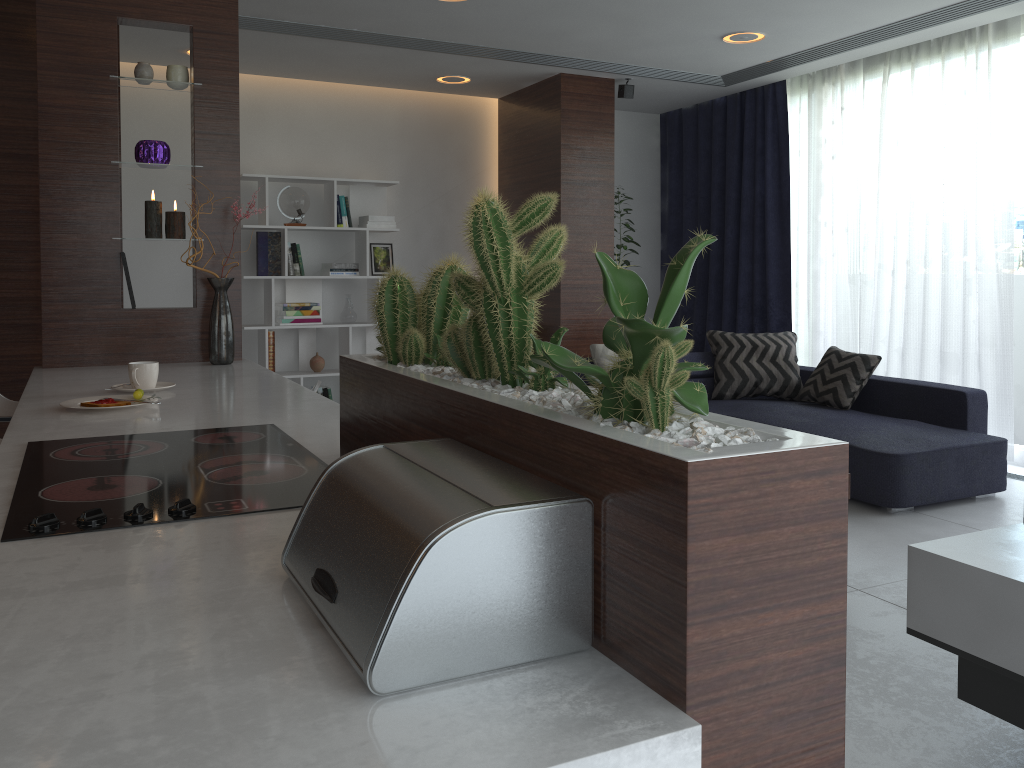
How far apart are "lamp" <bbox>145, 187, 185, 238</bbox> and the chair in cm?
82

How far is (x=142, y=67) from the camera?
3.4m

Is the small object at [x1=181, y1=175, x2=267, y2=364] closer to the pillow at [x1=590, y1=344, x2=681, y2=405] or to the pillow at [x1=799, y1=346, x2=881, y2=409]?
the pillow at [x1=590, y1=344, x2=681, y2=405]

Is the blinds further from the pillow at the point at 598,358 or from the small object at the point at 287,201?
the small object at the point at 287,201

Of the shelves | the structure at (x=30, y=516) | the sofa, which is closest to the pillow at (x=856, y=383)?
the sofa

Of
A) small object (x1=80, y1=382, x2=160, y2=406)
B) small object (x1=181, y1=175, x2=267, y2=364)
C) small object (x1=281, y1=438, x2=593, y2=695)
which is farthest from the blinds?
small object (x1=281, y1=438, x2=593, y2=695)

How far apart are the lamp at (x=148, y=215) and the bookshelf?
2.72m

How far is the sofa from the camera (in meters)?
4.15

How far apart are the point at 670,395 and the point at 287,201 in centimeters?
583cm

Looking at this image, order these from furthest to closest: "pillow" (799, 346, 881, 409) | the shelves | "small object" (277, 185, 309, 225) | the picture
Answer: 1. the picture
2. "small object" (277, 185, 309, 225)
3. "pillow" (799, 346, 881, 409)
4. the shelves
